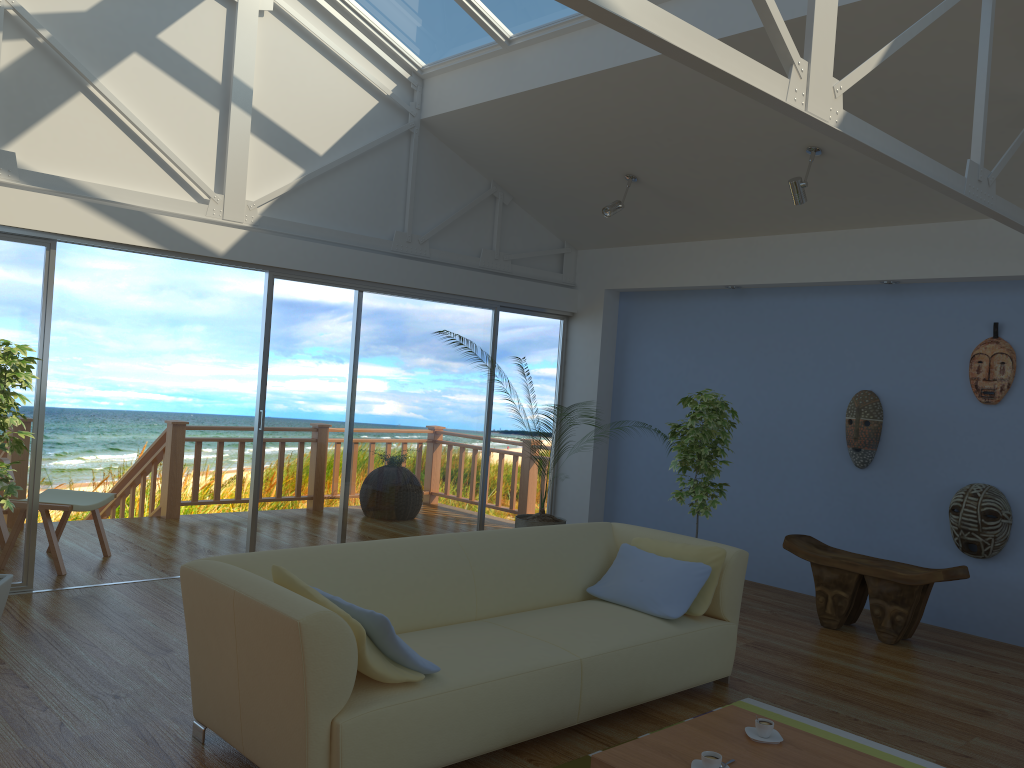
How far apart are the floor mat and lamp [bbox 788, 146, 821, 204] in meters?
2.9

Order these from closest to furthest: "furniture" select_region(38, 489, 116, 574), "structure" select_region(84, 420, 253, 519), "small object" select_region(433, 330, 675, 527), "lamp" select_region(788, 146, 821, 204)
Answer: "lamp" select_region(788, 146, 821, 204) < "furniture" select_region(38, 489, 116, 574) < "small object" select_region(433, 330, 675, 527) < "structure" select_region(84, 420, 253, 519)

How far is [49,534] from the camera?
5.36m

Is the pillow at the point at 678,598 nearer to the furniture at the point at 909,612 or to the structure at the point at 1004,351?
the furniture at the point at 909,612

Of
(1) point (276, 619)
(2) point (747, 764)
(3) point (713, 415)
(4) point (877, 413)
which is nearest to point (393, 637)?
(1) point (276, 619)

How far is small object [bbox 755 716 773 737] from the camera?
3.01m

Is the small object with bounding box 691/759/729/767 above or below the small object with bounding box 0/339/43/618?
below

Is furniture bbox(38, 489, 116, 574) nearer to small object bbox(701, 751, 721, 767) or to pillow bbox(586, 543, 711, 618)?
pillow bbox(586, 543, 711, 618)

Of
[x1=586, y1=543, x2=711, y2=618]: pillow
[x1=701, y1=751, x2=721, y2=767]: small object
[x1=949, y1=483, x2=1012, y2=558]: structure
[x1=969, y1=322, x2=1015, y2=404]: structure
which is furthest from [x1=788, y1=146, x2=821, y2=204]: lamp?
[x1=701, y1=751, x2=721, y2=767]: small object

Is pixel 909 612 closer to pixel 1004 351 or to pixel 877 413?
pixel 877 413
